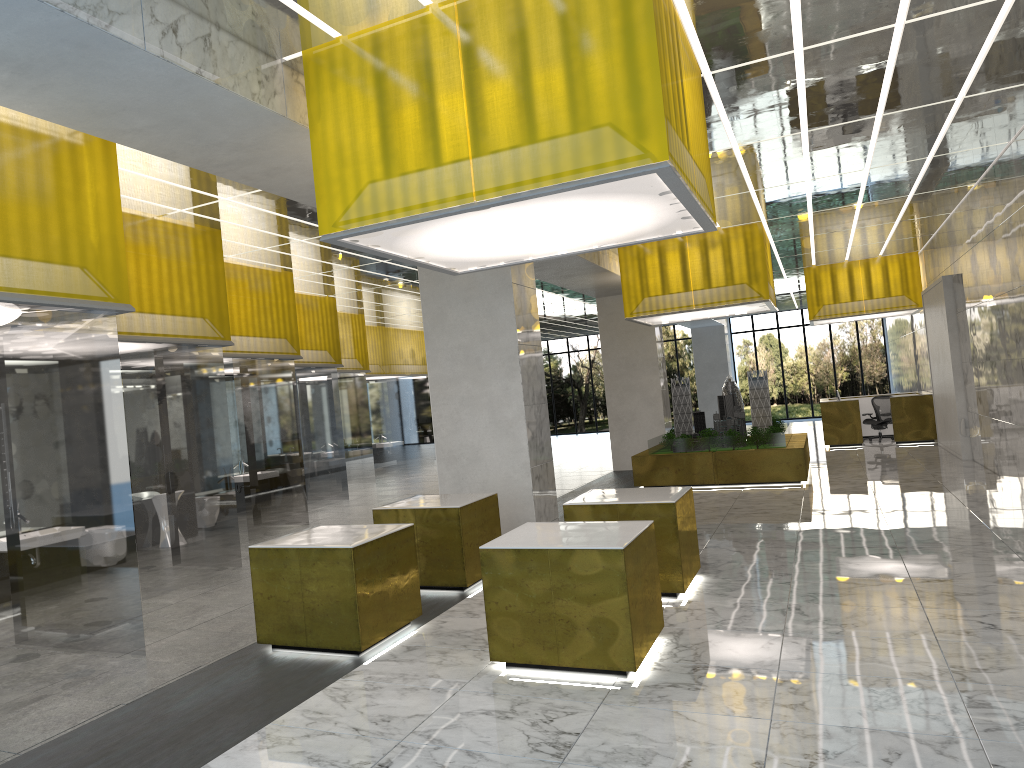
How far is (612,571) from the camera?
7.66m

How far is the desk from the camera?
29.24m

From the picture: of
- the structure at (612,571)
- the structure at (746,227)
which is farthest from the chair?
the structure at (612,571)

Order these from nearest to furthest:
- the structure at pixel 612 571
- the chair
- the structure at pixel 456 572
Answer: the structure at pixel 612 571 < the structure at pixel 456 572 < the chair

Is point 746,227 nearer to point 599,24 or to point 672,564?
point 672,564

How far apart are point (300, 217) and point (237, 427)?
10.4m

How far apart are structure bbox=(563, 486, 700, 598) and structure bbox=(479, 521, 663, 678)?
1.64m

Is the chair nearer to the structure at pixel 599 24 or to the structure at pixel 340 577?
the structure at pixel 599 24

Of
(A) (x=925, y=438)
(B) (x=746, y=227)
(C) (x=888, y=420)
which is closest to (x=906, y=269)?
(C) (x=888, y=420)

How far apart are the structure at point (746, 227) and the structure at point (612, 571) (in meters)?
13.03
